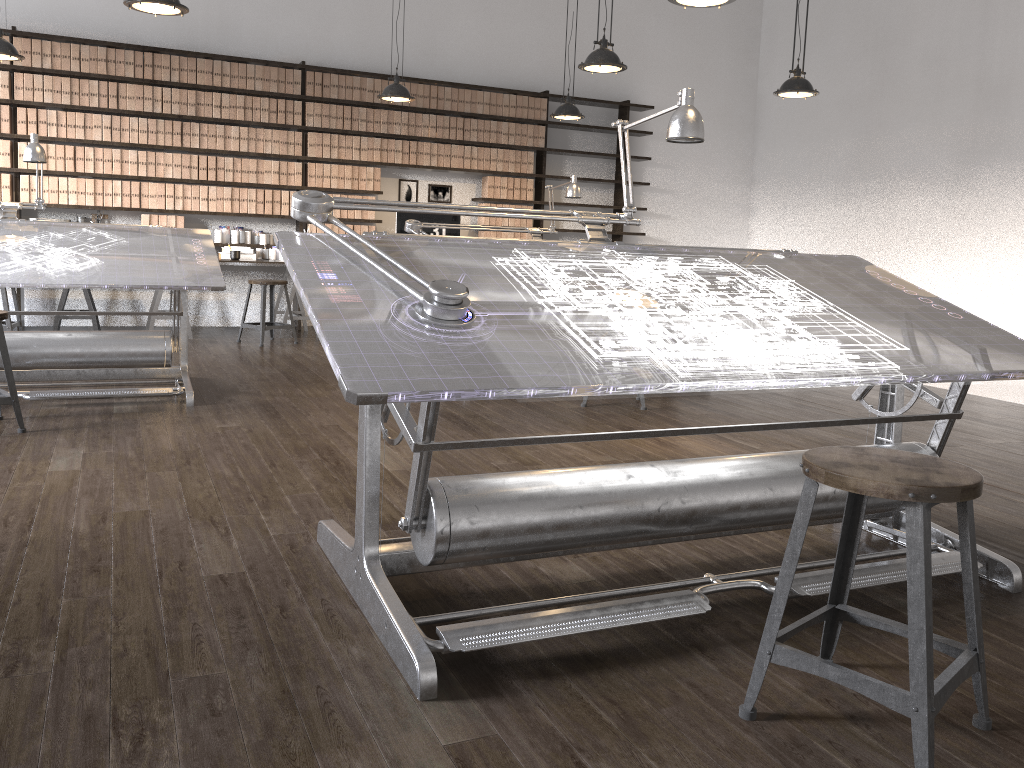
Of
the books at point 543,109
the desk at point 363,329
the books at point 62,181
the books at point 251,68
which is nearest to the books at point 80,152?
the books at point 62,181

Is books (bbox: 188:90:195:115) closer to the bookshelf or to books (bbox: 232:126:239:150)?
the bookshelf

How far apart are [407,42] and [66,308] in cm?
400

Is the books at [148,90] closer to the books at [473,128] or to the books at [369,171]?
the books at [369,171]

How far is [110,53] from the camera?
7.3m

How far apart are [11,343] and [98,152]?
3.62m

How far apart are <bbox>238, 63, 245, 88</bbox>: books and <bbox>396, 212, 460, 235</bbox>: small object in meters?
1.8 m

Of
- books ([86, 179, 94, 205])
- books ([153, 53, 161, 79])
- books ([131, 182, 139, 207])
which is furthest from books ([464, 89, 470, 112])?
books ([86, 179, 94, 205])

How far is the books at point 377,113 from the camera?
8.28m

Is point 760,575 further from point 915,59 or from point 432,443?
point 915,59
